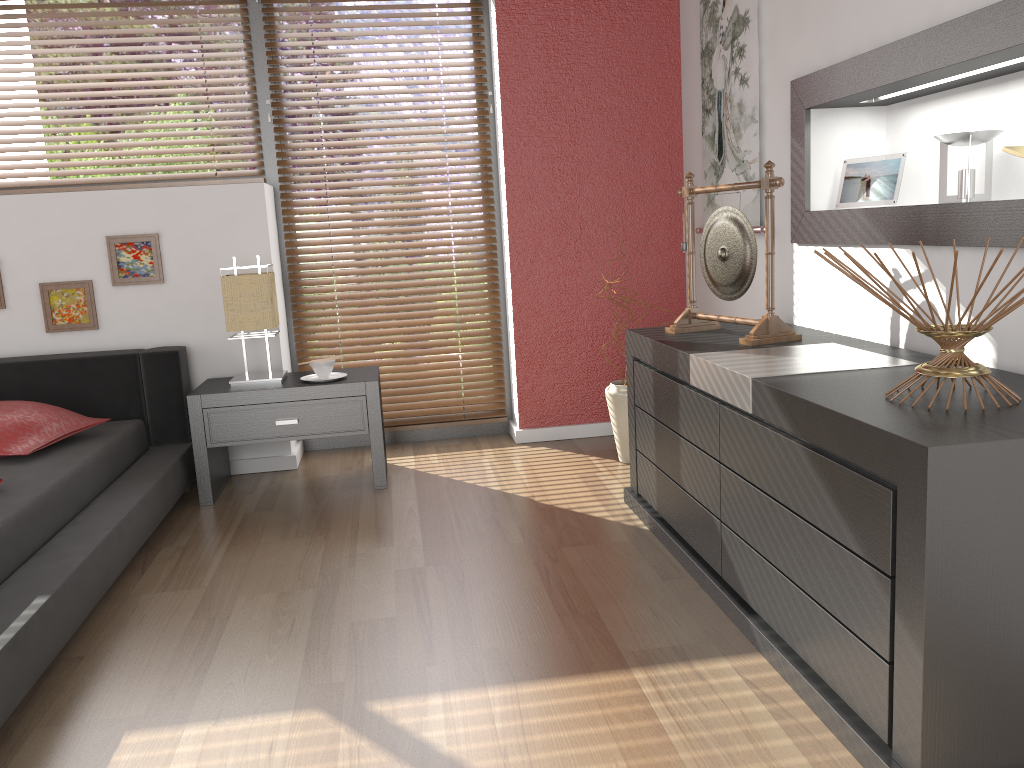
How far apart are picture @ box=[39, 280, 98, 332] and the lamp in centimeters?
64cm

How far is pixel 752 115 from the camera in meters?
3.1

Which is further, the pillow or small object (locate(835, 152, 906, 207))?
the pillow

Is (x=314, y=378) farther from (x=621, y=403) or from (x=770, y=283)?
(x=770, y=283)

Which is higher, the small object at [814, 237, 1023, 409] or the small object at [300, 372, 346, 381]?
the small object at [814, 237, 1023, 409]

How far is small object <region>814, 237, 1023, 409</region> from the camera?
1.56m

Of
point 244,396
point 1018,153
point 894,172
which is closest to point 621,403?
point 894,172

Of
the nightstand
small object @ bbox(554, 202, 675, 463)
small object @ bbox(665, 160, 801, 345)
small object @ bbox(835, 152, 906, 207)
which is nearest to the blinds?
the nightstand

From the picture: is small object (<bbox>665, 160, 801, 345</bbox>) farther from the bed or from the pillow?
the pillow

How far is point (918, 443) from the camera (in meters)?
1.34
